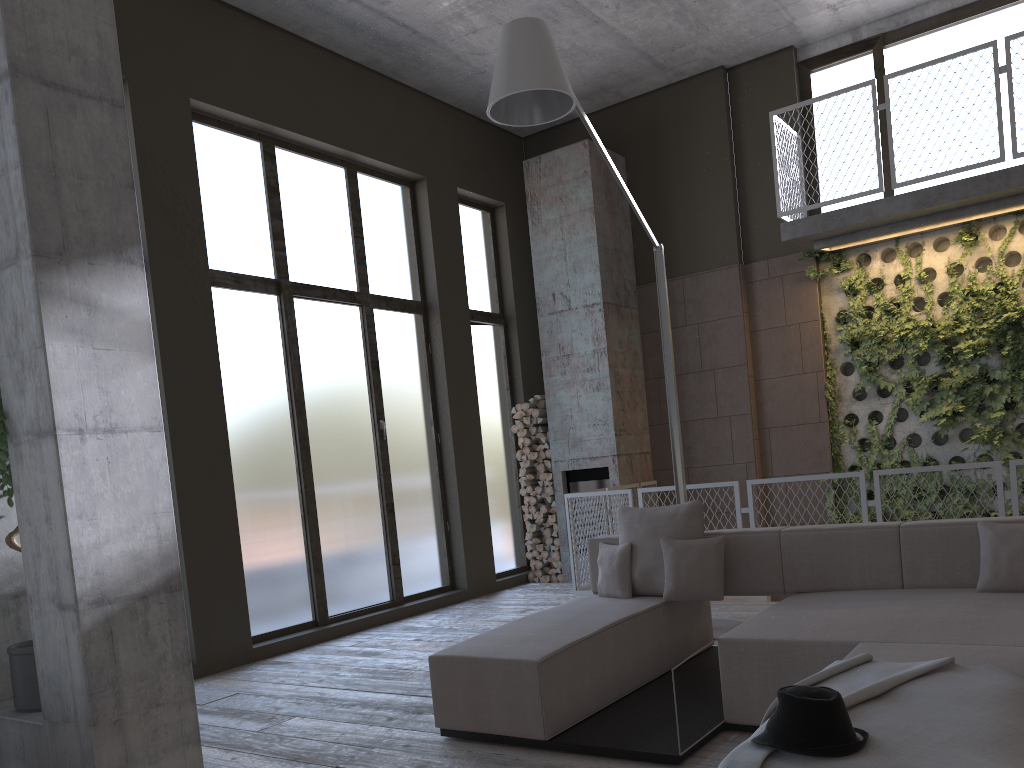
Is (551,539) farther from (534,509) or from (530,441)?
(530,441)

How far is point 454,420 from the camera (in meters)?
8.97

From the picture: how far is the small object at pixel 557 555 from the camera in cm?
938

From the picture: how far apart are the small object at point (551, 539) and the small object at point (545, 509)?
0.32m

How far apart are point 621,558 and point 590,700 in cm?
115

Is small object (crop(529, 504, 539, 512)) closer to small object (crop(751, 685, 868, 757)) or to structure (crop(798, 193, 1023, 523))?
structure (crop(798, 193, 1023, 523))

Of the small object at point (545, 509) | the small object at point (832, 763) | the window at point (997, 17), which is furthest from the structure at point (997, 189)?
the small object at point (832, 763)

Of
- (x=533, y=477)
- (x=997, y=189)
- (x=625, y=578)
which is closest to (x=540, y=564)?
(x=533, y=477)

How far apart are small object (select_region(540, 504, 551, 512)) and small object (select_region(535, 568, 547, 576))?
0.7 meters

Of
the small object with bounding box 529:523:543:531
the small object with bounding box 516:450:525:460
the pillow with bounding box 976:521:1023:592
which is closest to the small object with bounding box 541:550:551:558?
the small object with bounding box 529:523:543:531
